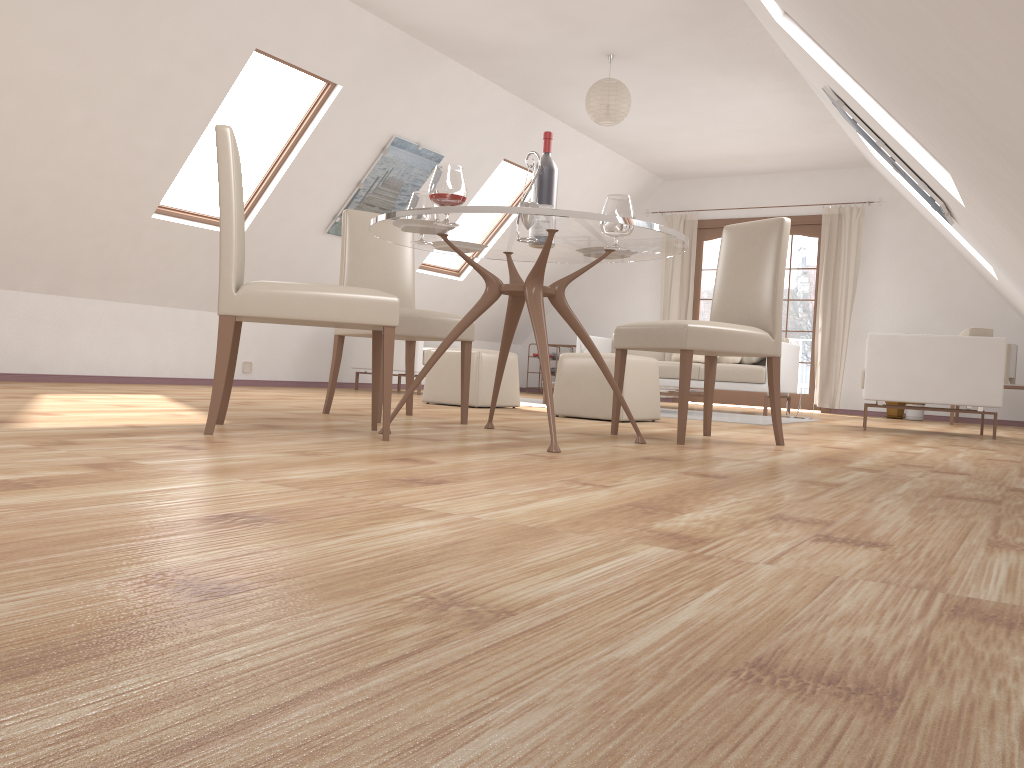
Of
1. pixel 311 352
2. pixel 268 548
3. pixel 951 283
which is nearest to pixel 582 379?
pixel 311 352

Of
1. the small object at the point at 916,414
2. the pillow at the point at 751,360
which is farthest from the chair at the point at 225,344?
the small object at the point at 916,414

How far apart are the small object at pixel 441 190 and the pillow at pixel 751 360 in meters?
5.2 m

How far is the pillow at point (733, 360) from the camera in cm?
799

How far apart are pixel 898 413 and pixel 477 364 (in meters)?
5.00

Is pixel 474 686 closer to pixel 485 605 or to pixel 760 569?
pixel 485 605

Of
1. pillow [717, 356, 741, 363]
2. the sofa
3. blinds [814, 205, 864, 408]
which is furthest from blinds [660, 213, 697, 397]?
pillow [717, 356, 741, 363]

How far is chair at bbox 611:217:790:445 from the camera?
3.58m

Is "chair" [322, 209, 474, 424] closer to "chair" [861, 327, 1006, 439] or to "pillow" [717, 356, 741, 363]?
"chair" [861, 327, 1006, 439]

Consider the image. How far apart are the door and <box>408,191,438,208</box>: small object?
7.0m
